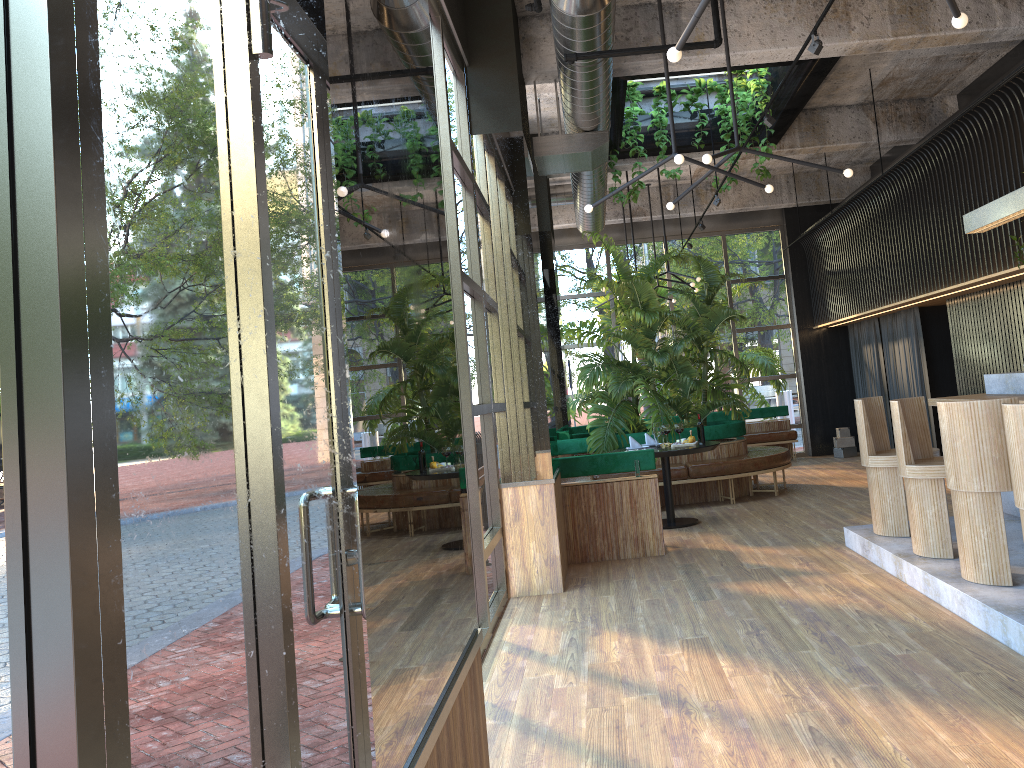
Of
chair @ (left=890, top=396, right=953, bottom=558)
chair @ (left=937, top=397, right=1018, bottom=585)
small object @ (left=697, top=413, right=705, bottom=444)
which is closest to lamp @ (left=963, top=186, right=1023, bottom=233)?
chair @ (left=890, top=396, right=953, bottom=558)

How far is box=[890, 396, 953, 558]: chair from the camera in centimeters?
549cm

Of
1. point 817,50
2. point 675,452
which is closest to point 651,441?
point 675,452

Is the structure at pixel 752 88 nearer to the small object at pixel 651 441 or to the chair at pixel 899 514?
the small object at pixel 651 441

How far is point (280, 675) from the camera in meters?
1.3

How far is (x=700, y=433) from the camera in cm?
253

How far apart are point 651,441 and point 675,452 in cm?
90

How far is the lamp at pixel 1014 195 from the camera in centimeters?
612cm

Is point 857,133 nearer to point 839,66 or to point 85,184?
point 839,66

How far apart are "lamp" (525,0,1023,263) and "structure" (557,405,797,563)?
2.4 meters
